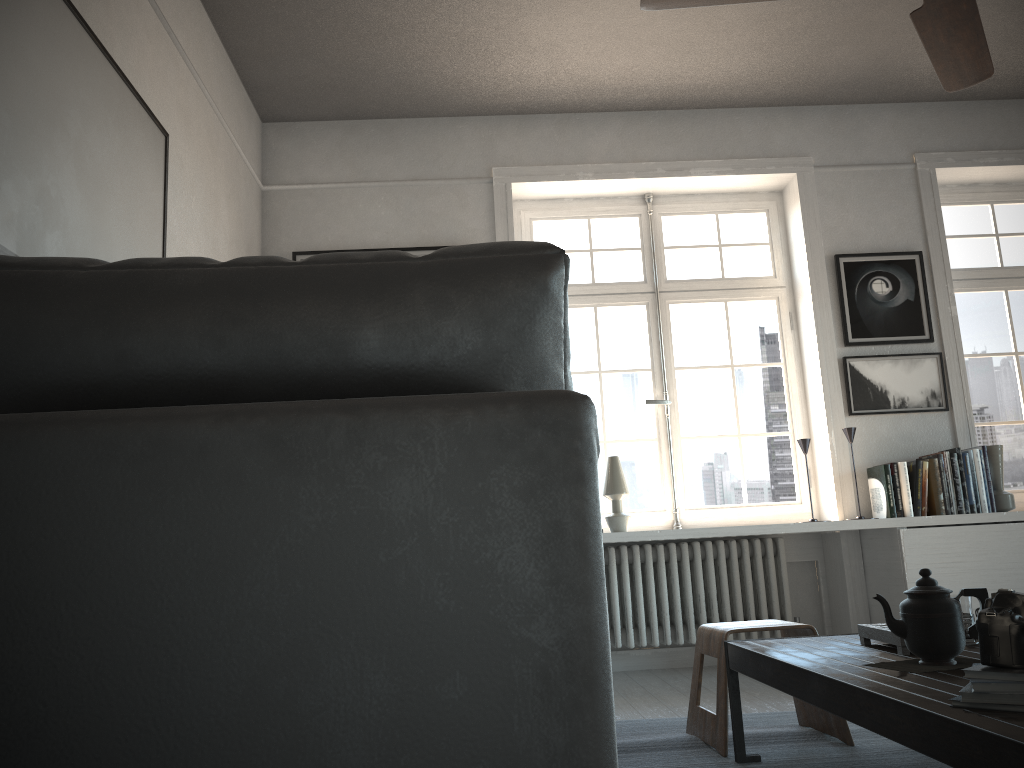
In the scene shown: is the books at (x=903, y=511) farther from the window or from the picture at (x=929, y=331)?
the picture at (x=929, y=331)

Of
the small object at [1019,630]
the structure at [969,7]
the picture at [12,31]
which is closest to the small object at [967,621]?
the small object at [1019,630]

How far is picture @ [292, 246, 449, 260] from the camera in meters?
4.5

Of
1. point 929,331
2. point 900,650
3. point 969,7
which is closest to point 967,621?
point 900,650

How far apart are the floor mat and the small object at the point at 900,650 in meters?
0.4 m

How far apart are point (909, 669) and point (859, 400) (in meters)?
2.91

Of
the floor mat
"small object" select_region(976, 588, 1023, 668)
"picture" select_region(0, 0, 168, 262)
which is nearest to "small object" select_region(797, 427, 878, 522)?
the floor mat

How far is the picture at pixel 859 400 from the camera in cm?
449

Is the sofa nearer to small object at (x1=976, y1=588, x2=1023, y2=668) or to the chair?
small object at (x1=976, y1=588, x2=1023, y2=668)

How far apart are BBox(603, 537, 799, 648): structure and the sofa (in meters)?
3.63
